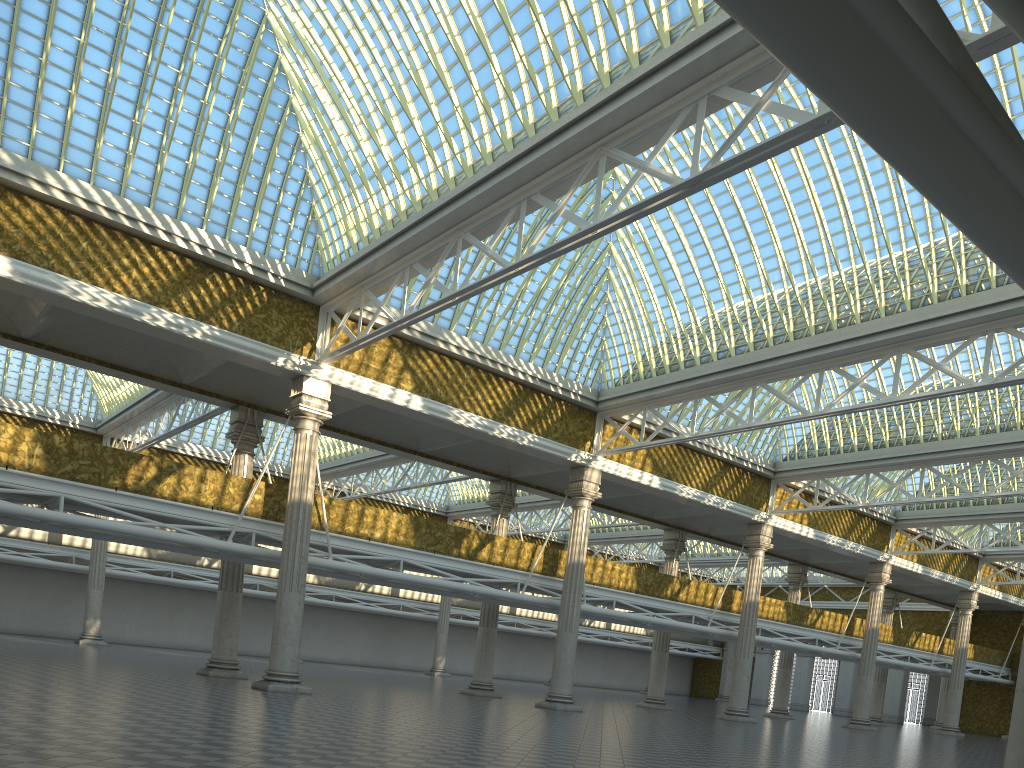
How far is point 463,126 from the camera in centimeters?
2024cm
